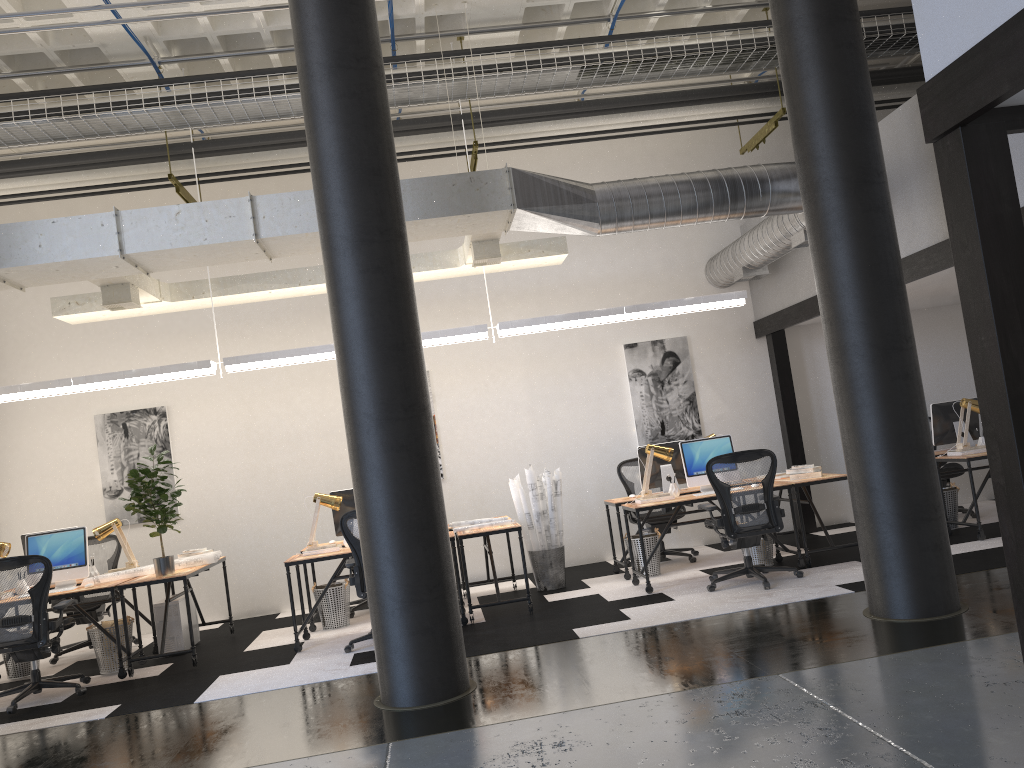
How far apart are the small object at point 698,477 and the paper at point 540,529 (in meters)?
1.21

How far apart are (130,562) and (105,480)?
1.7m

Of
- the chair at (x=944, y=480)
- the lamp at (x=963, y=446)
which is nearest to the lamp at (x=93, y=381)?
the lamp at (x=963, y=446)

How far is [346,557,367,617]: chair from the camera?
8.45m

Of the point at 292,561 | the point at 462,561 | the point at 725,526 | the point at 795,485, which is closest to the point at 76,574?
the point at 292,561

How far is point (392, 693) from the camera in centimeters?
503cm

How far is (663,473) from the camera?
8.4m

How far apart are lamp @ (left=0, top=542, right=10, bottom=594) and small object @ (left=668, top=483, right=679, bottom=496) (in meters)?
5.58

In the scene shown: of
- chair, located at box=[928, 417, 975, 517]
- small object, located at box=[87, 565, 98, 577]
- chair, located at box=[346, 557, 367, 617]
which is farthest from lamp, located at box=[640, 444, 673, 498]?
small object, located at box=[87, 565, 98, 577]

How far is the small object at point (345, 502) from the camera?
8.05m
